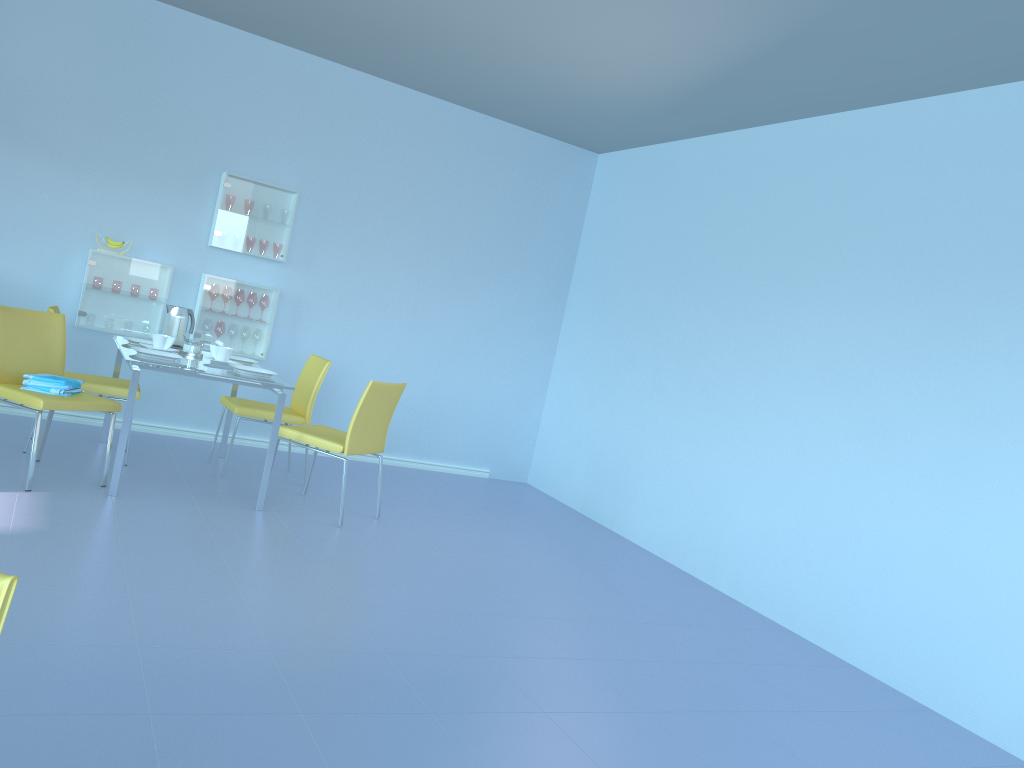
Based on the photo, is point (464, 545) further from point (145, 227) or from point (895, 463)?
point (145, 227)

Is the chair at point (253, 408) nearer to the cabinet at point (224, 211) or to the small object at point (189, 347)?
the small object at point (189, 347)

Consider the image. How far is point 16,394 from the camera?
3.66m

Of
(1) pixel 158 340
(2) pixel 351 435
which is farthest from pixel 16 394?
(2) pixel 351 435

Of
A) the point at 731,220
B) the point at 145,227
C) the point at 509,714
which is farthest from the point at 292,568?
the point at 731,220

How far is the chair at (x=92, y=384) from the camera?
4.3m

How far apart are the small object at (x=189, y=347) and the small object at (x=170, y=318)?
0.3 meters

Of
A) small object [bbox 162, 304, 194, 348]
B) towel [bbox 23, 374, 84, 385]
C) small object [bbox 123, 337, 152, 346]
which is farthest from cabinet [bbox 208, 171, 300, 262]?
towel [bbox 23, 374, 84, 385]

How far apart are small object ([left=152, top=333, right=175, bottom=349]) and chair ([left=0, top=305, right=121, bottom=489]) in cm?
44

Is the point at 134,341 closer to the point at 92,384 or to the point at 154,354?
the point at 92,384
